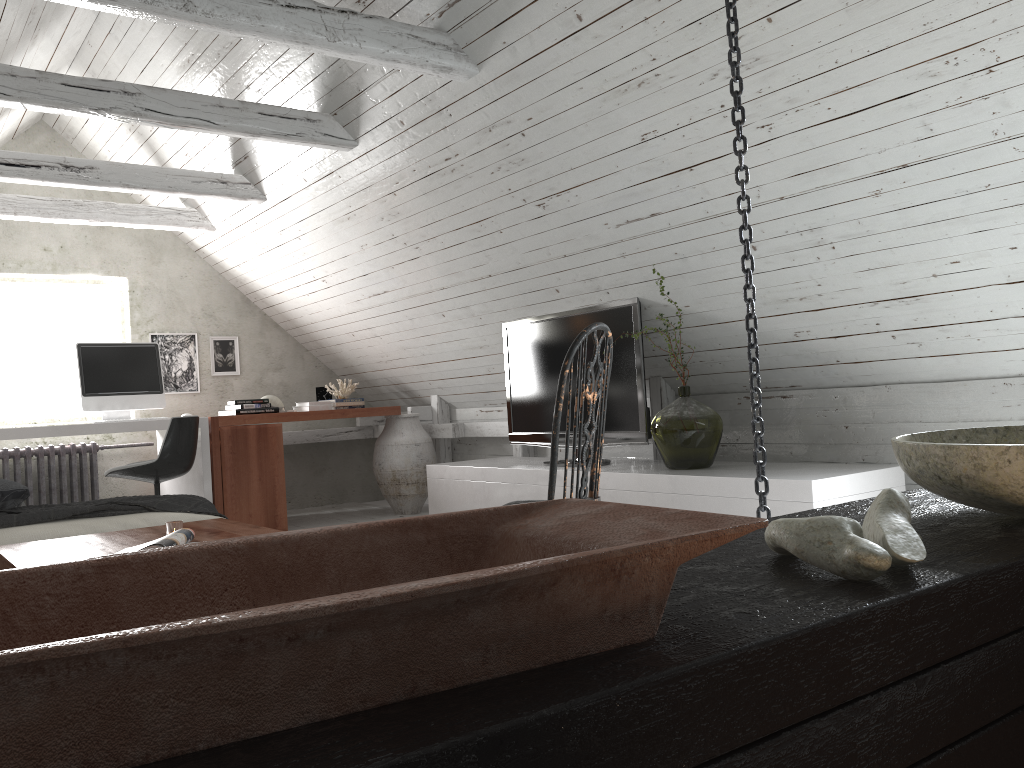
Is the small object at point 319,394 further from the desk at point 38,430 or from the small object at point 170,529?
the small object at point 170,529

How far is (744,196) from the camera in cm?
191

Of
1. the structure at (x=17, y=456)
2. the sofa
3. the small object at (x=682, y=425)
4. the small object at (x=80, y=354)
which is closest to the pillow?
the sofa

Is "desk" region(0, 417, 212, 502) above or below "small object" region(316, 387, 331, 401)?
below

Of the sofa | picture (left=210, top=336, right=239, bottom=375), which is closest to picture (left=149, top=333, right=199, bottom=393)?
picture (left=210, top=336, right=239, bottom=375)

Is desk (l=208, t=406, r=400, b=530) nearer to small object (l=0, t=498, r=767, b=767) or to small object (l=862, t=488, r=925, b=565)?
small object (l=0, t=498, r=767, b=767)

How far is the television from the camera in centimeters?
417cm

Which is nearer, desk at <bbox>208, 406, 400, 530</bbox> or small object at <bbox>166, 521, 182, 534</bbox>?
small object at <bbox>166, 521, 182, 534</bbox>

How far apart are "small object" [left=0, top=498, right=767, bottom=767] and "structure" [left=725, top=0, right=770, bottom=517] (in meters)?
1.27

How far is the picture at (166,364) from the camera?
6.39m
